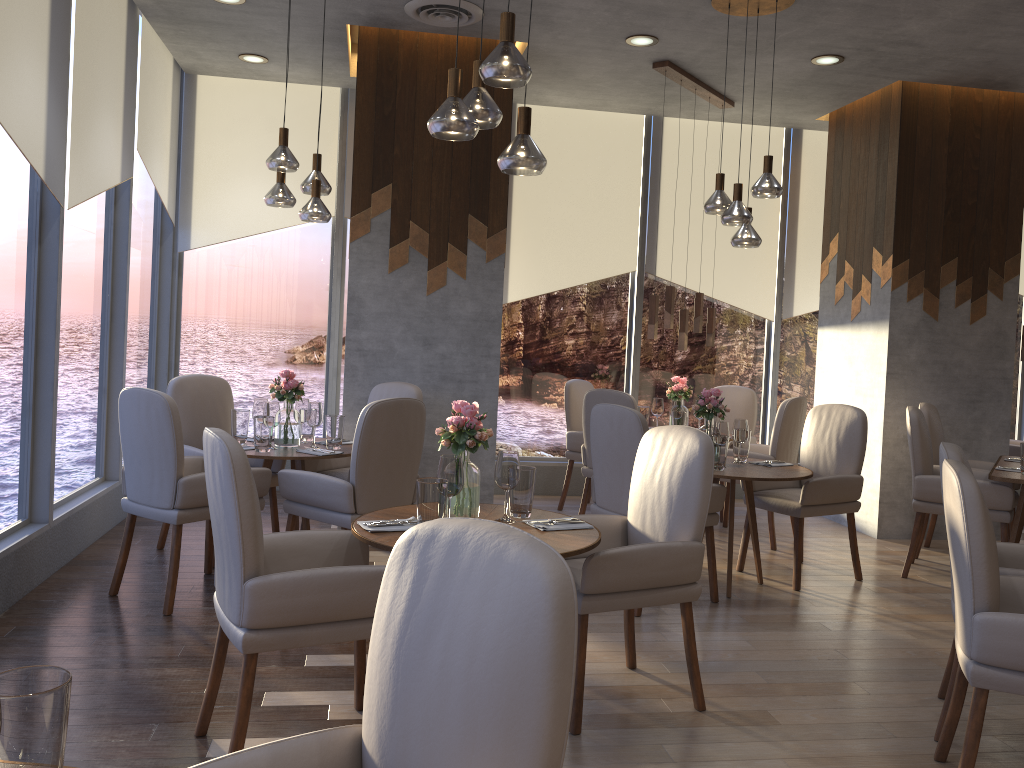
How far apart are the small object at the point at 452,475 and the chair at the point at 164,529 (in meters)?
2.36

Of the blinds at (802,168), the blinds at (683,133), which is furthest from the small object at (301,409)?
the blinds at (802,168)

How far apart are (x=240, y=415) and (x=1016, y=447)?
6.1 meters

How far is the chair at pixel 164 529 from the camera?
5.06m

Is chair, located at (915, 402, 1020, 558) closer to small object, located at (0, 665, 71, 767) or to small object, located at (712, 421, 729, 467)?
small object, located at (712, 421, 729, 467)

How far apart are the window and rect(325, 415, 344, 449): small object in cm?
133

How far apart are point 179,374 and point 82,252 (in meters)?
2.10

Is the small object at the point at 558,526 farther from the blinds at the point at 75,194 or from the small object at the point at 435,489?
the blinds at the point at 75,194

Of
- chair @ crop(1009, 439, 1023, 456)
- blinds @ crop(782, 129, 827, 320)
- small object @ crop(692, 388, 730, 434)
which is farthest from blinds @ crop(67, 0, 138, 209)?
chair @ crop(1009, 439, 1023, 456)

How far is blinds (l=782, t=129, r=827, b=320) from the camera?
7.6 meters
